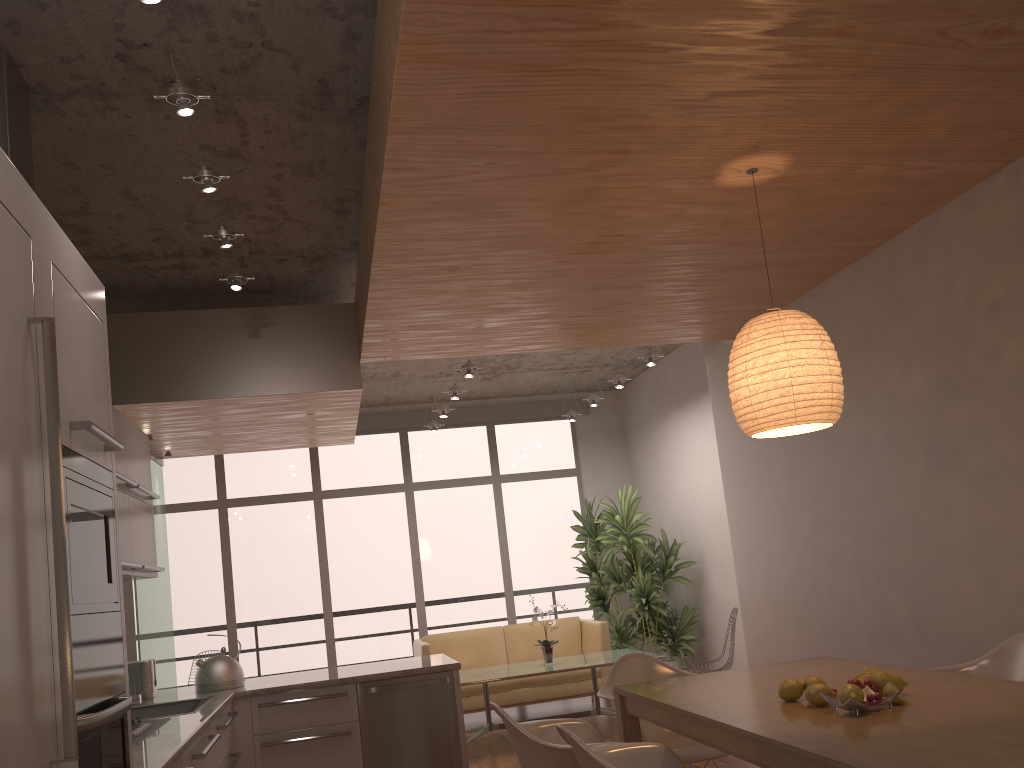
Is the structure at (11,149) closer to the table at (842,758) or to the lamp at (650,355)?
the table at (842,758)

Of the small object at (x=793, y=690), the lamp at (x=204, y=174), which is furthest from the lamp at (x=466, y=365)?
the small object at (x=793, y=690)

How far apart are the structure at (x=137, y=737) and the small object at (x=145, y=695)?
1.15m

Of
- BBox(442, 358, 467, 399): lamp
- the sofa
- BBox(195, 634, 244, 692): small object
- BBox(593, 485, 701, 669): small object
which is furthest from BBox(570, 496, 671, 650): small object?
BBox(195, 634, 244, 692): small object

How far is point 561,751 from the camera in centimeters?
313cm

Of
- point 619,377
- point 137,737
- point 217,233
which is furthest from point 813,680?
point 619,377

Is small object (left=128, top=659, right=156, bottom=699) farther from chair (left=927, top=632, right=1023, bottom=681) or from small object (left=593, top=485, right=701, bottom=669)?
small object (left=593, top=485, right=701, bottom=669)

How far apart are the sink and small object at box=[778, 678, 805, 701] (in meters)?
2.84

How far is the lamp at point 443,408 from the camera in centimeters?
855cm

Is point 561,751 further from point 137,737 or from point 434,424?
point 434,424
